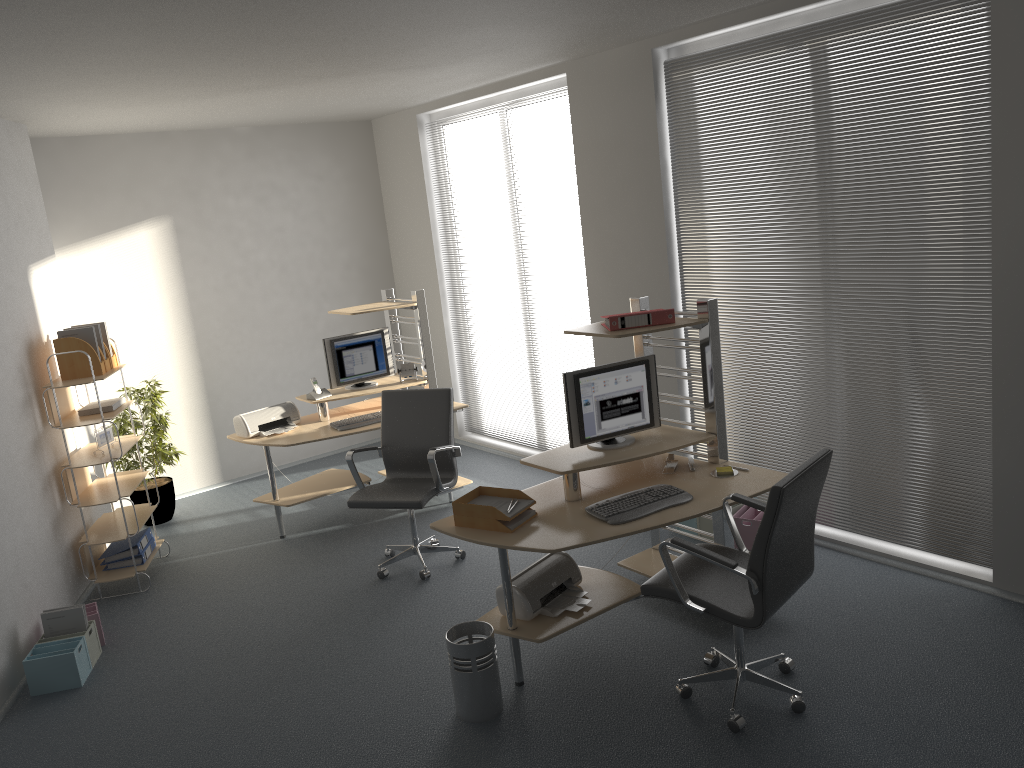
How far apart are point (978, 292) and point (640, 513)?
1.93m

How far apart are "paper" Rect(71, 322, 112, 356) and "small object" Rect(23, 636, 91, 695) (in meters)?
2.00

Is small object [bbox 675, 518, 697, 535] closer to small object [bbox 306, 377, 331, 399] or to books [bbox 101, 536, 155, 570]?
small object [bbox 306, 377, 331, 399]

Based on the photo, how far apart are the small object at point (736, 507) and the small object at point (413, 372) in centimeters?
245cm

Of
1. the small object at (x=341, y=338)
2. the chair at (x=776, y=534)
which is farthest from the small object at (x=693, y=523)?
the small object at (x=341, y=338)

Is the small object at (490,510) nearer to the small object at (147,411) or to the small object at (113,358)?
the small object at (113,358)

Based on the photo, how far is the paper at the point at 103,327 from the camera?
5.7m

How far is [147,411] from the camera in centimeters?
671cm

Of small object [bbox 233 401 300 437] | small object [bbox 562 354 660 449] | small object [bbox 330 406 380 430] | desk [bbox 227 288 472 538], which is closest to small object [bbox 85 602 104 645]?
desk [bbox 227 288 472 538]

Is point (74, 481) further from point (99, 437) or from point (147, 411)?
point (147, 411)
